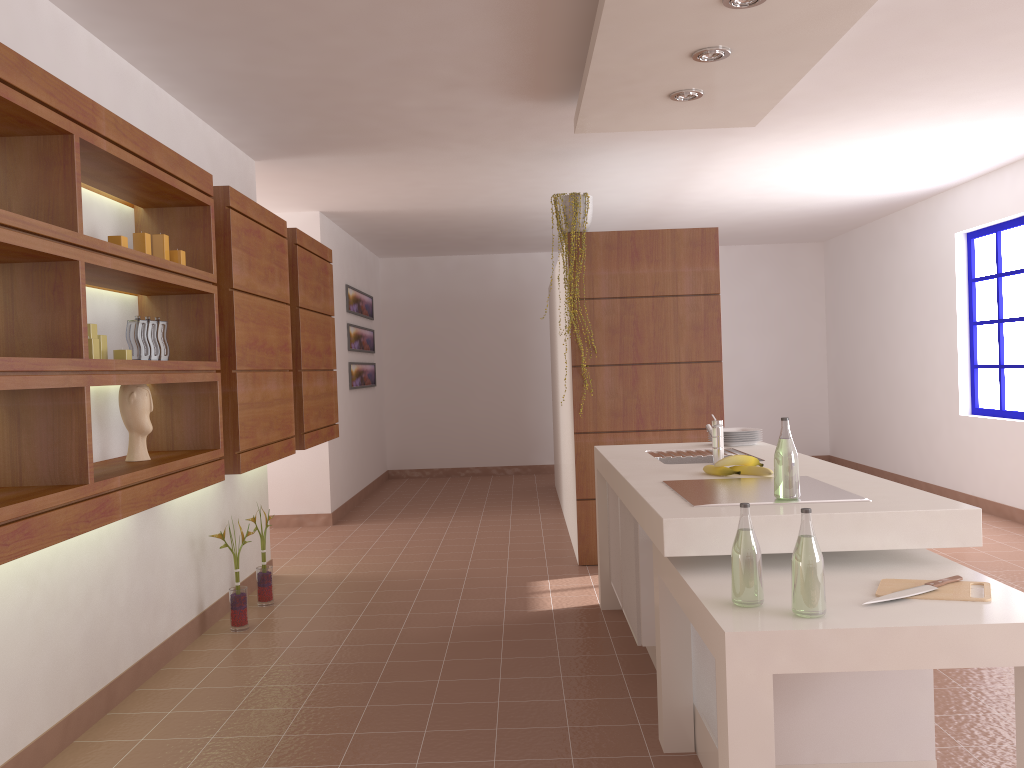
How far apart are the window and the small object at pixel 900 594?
4.9m

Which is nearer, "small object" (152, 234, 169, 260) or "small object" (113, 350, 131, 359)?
"small object" (113, 350, 131, 359)

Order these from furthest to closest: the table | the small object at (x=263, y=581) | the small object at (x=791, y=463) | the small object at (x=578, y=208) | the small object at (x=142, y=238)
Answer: the small object at (x=578, y=208)
the small object at (x=263, y=581)
the small object at (x=142, y=238)
the small object at (x=791, y=463)
the table

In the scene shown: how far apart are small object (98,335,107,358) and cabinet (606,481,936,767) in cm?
193

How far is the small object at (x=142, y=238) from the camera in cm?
296

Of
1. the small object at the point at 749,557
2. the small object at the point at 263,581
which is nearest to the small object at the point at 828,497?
the small object at the point at 749,557

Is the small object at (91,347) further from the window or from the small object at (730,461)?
the window

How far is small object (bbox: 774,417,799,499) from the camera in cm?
249

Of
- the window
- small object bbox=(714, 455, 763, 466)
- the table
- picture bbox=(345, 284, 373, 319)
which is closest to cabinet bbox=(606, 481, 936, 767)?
the table

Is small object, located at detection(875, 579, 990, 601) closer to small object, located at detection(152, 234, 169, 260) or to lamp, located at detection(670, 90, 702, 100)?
lamp, located at detection(670, 90, 702, 100)
